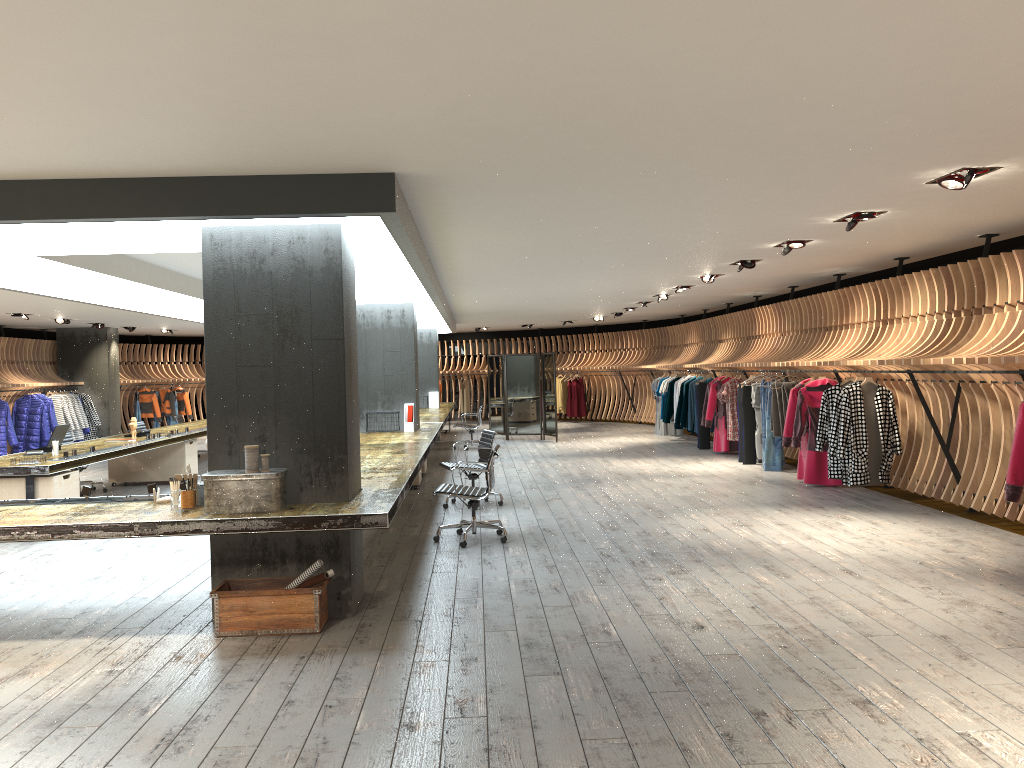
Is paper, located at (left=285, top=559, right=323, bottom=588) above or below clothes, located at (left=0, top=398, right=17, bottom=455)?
below

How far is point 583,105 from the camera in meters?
4.1

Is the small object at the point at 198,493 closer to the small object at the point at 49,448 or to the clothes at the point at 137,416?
the small object at the point at 49,448

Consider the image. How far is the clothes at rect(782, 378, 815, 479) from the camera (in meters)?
11.35

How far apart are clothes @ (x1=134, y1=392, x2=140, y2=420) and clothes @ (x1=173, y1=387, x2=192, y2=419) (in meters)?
1.48

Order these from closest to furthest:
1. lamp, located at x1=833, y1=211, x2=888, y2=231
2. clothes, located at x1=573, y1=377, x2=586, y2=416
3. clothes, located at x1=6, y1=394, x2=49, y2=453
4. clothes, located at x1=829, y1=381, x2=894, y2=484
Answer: lamp, located at x1=833, y1=211, x2=888, y2=231, clothes, located at x1=829, y1=381, x2=894, y2=484, clothes, located at x1=6, y1=394, x2=49, y2=453, clothes, located at x1=573, y1=377, x2=586, y2=416

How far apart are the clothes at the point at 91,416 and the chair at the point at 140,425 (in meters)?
5.17

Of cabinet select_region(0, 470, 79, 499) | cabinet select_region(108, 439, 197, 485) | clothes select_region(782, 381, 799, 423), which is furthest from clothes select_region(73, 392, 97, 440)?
clothes select_region(782, 381, 799, 423)

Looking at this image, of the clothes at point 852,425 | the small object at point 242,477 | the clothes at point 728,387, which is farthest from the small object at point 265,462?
the clothes at point 728,387

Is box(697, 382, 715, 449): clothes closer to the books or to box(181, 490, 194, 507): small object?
the books
